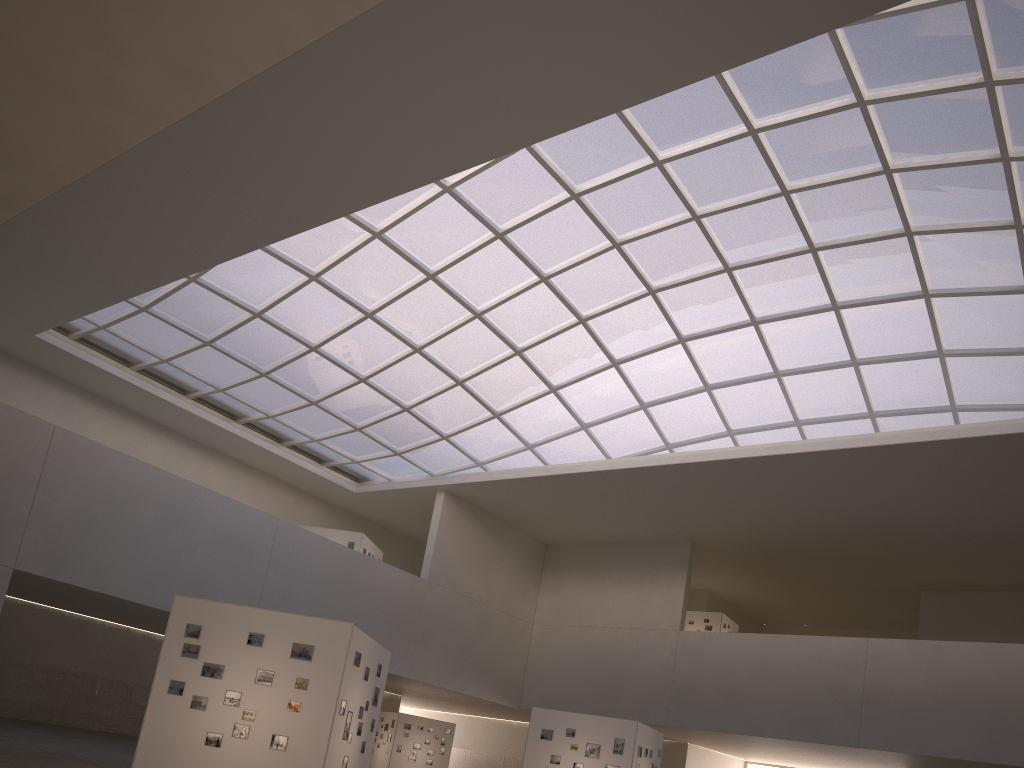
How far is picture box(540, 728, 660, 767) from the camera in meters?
32.1 m

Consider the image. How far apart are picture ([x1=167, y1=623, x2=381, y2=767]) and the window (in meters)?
24.56

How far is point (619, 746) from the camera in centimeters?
3215cm

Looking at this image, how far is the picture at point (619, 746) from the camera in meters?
32.1 m

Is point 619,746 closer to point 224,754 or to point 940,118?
point 224,754

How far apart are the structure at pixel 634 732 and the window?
17.59m

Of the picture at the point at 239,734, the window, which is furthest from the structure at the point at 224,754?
the window

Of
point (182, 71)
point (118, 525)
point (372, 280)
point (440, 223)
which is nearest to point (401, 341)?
point (372, 280)

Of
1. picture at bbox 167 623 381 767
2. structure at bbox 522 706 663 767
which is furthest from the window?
picture at bbox 167 623 381 767

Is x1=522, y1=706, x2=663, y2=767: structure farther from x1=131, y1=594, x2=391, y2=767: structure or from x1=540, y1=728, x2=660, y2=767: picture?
x1=131, y1=594, x2=391, y2=767: structure
